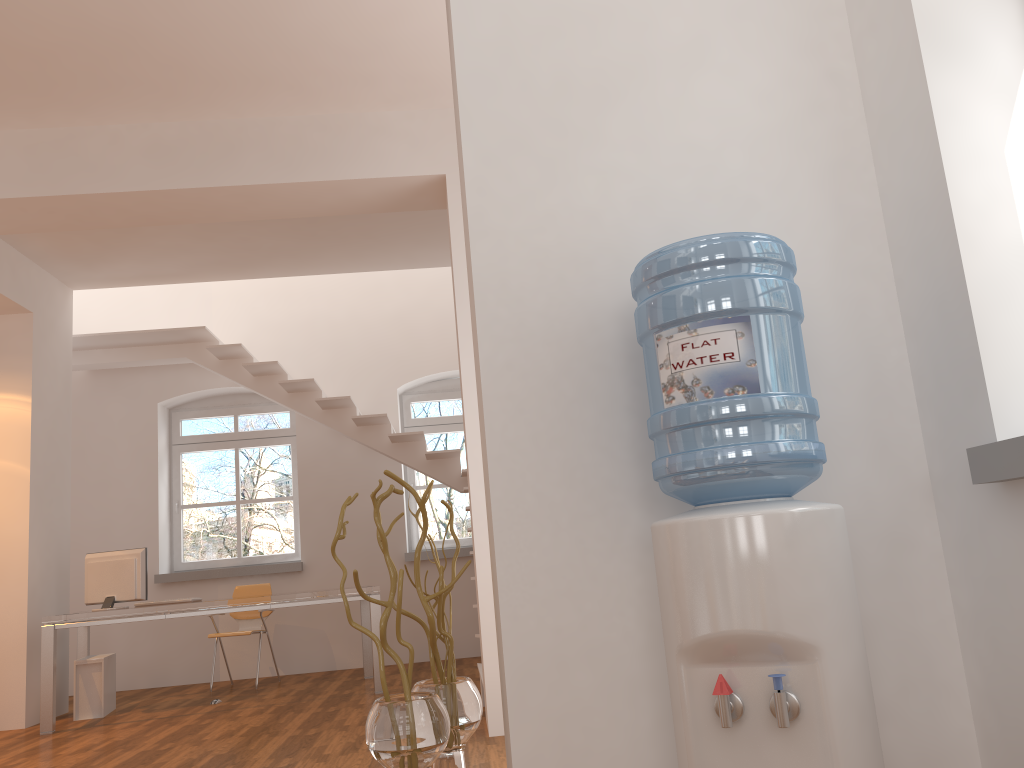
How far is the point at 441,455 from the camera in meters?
7.7

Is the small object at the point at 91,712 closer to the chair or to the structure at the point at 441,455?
the chair

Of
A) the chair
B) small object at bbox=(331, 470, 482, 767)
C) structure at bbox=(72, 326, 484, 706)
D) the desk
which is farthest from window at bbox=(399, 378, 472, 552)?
small object at bbox=(331, 470, 482, 767)

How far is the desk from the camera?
5.82m

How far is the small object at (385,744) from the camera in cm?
203

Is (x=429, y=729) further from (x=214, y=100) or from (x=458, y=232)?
(x=214, y=100)

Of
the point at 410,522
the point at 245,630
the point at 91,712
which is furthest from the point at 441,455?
the point at 91,712

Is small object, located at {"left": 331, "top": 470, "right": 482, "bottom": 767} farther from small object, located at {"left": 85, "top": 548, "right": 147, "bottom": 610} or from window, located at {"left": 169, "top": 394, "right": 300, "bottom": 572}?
window, located at {"left": 169, "top": 394, "right": 300, "bottom": 572}

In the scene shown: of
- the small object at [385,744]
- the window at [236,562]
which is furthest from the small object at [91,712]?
the small object at [385,744]

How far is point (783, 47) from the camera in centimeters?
248cm
